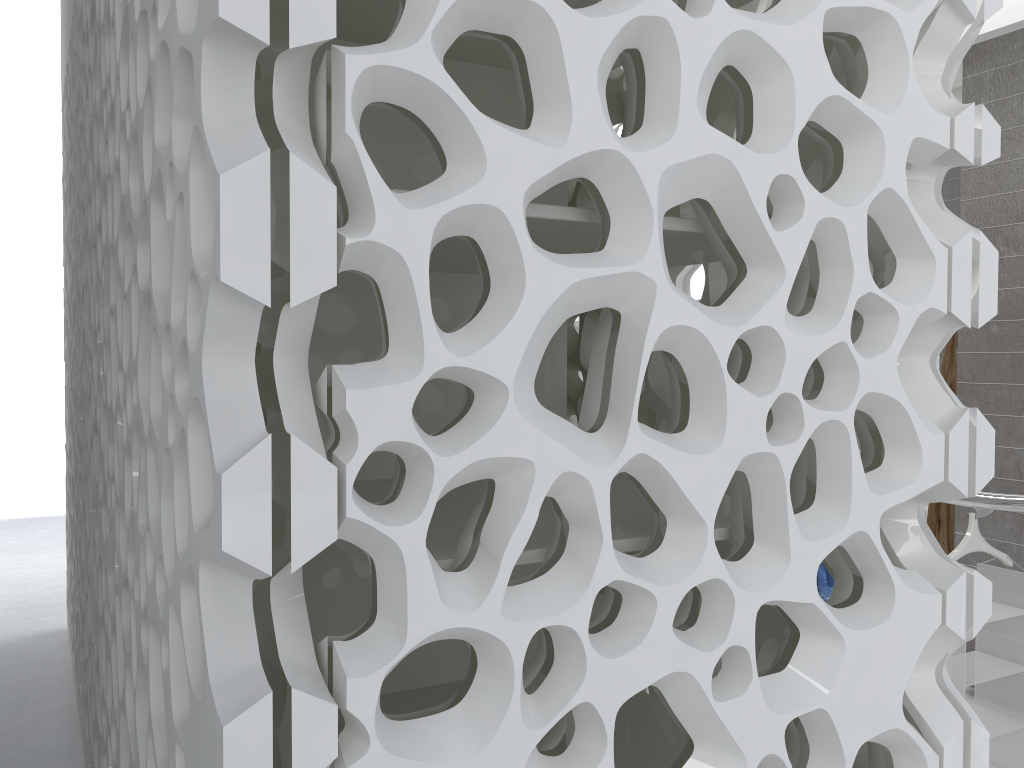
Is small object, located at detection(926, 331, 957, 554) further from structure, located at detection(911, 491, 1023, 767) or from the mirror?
structure, located at detection(911, 491, 1023, 767)

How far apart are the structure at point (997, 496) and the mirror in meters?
2.7 m

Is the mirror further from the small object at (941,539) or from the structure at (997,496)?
the structure at (997,496)

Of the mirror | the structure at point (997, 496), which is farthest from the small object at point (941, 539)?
A: the structure at point (997, 496)

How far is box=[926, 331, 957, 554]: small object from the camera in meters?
5.6

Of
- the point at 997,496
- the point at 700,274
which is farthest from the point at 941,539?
the point at 997,496

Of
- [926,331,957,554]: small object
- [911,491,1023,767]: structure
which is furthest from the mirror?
[911,491,1023,767]: structure

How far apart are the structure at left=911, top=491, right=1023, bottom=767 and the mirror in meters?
2.7 m

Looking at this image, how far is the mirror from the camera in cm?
548

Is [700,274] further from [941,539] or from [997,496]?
[997,496]
